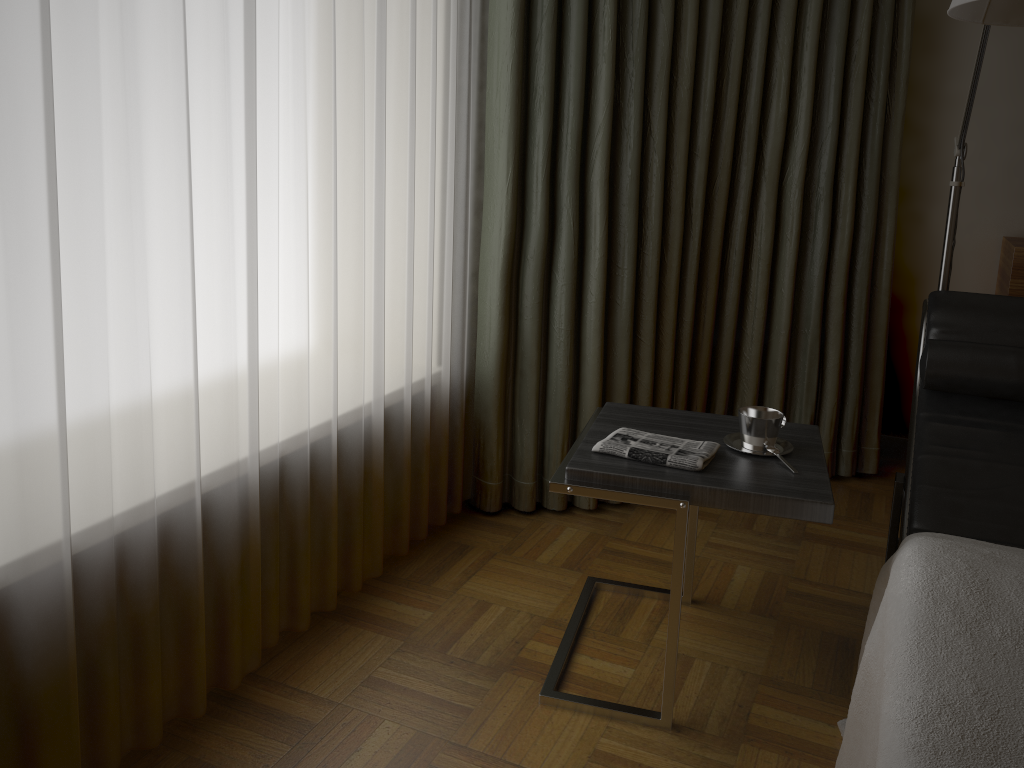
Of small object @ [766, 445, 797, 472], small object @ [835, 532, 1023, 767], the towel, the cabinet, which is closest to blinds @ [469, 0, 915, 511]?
the cabinet

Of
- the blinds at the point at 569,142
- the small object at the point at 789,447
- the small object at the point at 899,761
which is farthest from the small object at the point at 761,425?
the blinds at the point at 569,142

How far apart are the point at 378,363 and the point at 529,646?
0.8m

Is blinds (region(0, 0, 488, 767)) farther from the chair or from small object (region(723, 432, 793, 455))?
the chair

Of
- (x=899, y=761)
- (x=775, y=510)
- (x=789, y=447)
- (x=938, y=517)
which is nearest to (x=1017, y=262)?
(x=938, y=517)

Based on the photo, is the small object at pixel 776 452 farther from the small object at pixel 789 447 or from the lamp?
the lamp

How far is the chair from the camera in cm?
204

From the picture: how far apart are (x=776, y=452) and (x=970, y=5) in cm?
92

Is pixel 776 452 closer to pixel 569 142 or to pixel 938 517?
pixel 938 517

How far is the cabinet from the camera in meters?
2.8
